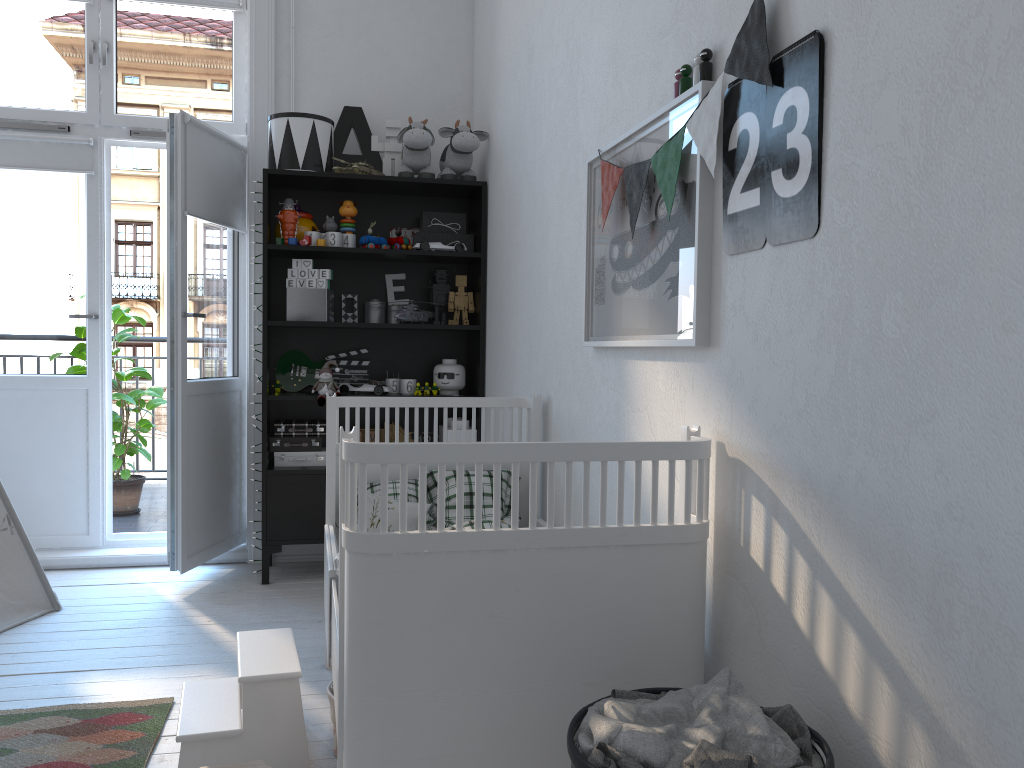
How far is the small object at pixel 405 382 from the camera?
3.8 meters

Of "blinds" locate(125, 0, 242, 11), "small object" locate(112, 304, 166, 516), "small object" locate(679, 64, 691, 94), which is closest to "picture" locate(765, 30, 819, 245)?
"small object" locate(679, 64, 691, 94)

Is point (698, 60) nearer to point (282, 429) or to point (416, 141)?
point (416, 141)

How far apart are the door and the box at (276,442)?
0.27m

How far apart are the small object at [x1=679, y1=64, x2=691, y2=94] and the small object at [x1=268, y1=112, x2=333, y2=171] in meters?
2.2

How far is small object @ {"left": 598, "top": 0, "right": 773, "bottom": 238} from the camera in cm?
144

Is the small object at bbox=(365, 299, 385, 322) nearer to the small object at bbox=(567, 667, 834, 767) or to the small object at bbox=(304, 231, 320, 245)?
the small object at bbox=(304, 231, 320, 245)

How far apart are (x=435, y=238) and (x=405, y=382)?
0.6m

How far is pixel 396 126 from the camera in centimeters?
389cm

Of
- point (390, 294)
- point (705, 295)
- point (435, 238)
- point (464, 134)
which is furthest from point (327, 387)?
point (705, 295)
